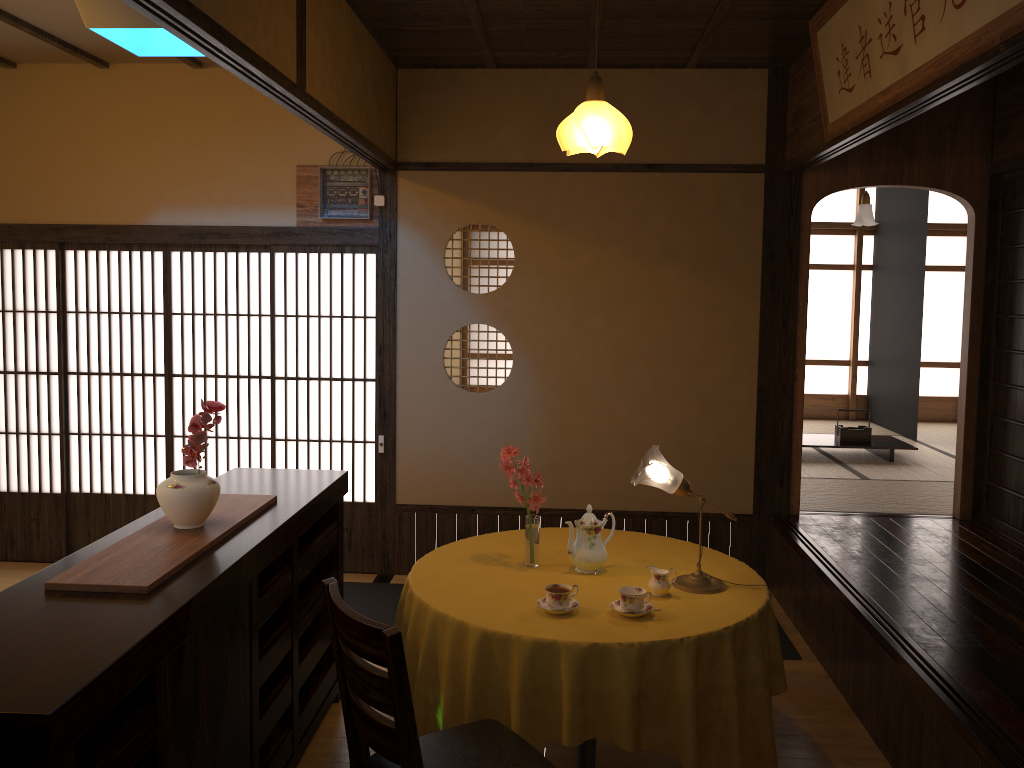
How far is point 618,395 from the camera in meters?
5.3 m

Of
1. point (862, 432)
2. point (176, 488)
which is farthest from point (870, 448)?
point (176, 488)

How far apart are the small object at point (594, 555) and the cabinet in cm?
95

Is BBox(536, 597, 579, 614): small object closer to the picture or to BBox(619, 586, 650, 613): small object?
BBox(619, 586, 650, 613): small object

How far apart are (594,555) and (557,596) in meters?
0.4

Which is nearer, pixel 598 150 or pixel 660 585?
pixel 660 585

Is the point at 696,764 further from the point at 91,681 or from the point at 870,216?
the point at 870,216

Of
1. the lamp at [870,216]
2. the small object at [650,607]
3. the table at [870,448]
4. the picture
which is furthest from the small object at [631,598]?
the lamp at [870,216]

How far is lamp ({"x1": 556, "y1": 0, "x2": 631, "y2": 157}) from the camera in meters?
3.2 m

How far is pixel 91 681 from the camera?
1.7 meters
